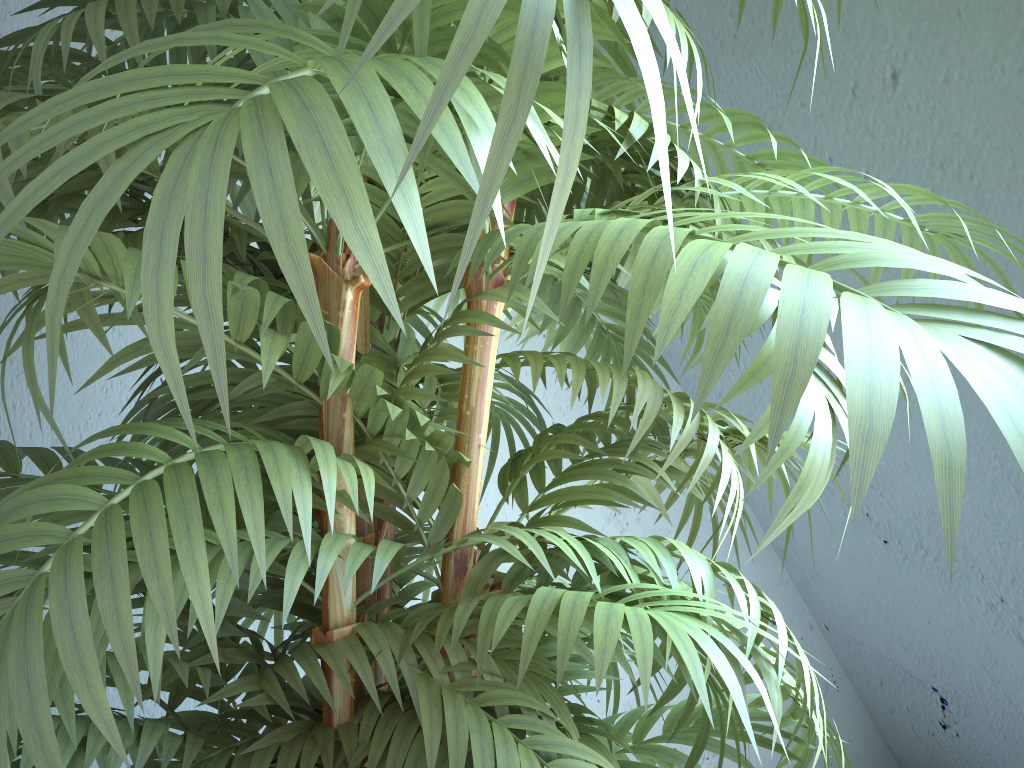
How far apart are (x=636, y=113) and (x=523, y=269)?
0.3 meters

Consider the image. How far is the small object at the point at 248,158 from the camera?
0.26m

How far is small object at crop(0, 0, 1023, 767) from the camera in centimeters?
26cm

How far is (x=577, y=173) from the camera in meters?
0.8

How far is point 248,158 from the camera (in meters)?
0.26

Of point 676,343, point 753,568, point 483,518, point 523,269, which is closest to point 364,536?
point 523,269
